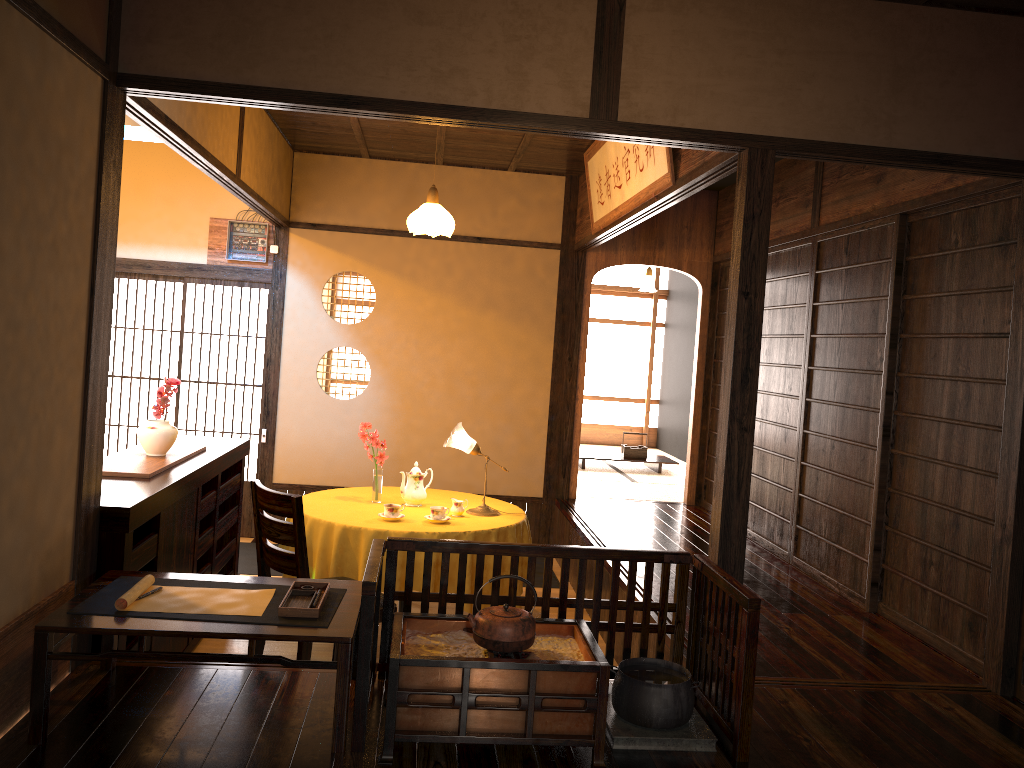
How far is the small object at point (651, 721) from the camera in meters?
2.8

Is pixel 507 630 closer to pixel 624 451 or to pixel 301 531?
pixel 301 531

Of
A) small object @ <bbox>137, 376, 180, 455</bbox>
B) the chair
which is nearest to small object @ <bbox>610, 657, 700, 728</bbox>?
the chair

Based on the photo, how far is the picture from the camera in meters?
4.4 m

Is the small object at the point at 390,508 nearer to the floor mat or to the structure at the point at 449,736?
the structure at the point at 449,736

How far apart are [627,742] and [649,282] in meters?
13.9

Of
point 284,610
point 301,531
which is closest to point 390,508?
point 301,531

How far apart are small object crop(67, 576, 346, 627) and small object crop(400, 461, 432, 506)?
2.0 meters

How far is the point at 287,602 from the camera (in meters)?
2.82

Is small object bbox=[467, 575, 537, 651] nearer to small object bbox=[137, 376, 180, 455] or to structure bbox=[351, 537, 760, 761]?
structure bbox=[351, 537, 760, 761]
